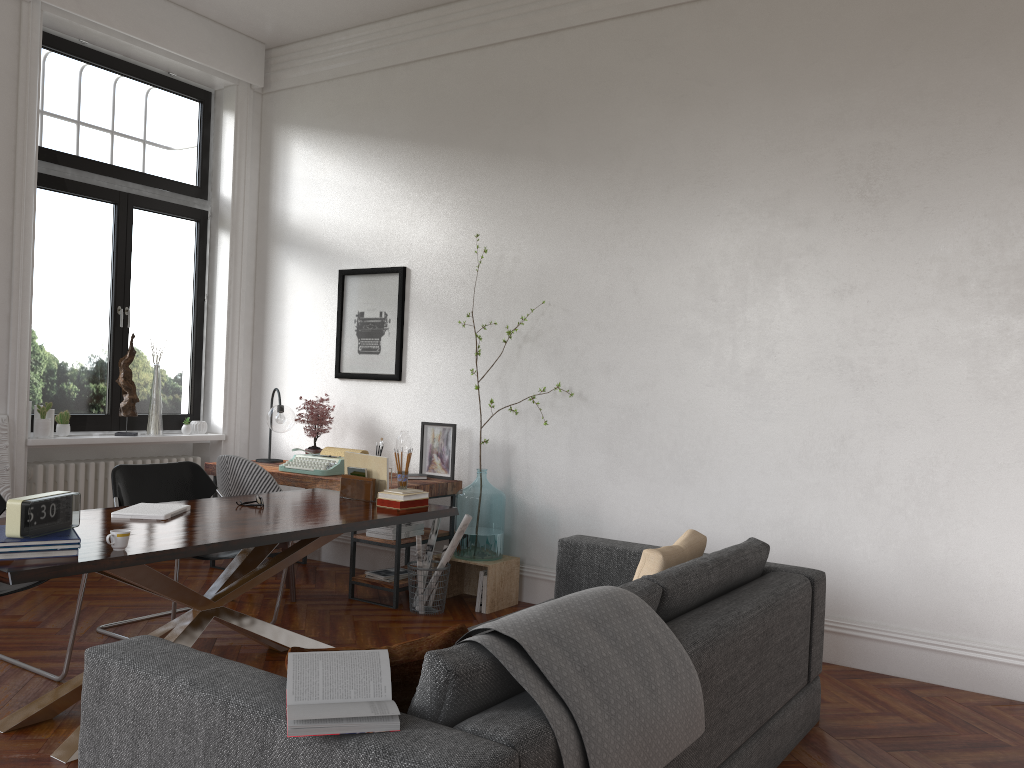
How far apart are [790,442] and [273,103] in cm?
488

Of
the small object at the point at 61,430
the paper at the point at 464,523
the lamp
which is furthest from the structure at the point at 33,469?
the paper at the point at 464,523

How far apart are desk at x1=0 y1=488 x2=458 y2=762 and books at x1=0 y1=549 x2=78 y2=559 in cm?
3

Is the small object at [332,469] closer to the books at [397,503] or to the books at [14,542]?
the books at [397,503]

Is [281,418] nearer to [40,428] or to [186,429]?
[186,429]

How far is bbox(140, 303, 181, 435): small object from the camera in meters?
6.5

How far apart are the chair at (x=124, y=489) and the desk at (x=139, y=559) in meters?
0.3

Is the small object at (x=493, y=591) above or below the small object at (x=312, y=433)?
below

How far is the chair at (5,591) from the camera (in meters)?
3.63

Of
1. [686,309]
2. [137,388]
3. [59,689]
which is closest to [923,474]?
[686,309]
